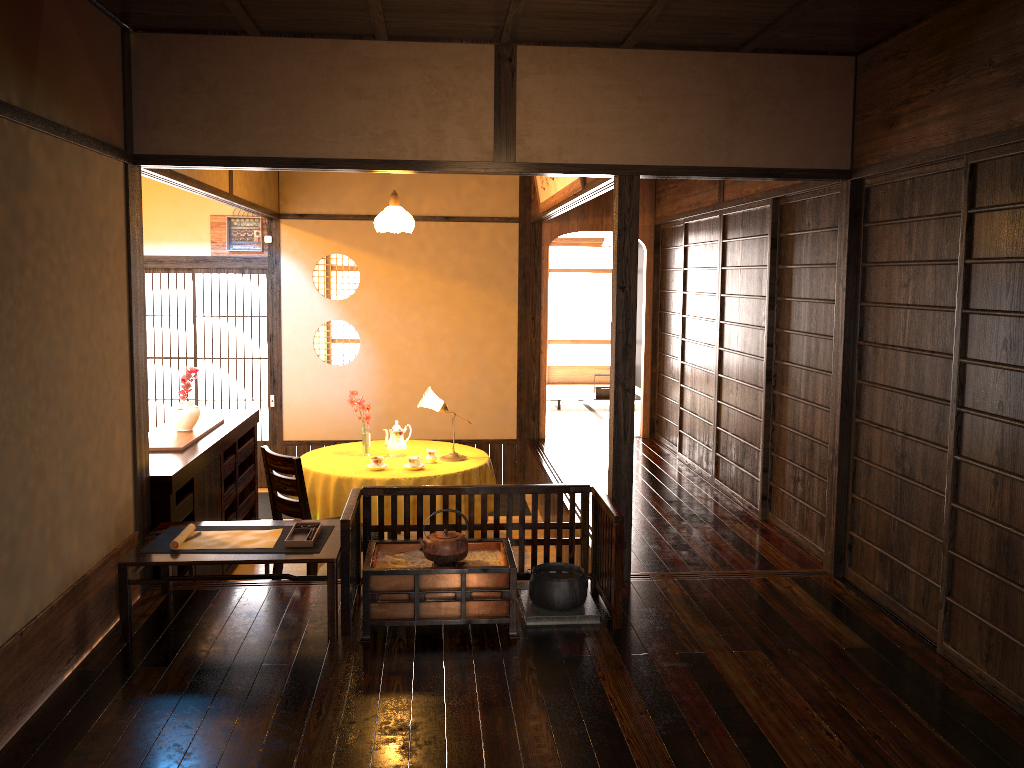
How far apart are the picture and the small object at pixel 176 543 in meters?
2.6 m

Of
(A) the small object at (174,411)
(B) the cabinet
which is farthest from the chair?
(A) the small object at (174,411)

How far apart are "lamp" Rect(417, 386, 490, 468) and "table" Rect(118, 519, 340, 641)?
1.90m

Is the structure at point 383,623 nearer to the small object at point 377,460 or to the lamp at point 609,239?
the small object at point 377,460

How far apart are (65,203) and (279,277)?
4.63m

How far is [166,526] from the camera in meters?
4.1

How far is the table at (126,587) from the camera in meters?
3.6

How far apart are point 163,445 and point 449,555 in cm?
208

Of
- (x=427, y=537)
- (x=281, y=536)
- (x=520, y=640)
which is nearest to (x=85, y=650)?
(x=281, y=536)

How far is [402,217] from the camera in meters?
6.4 m
